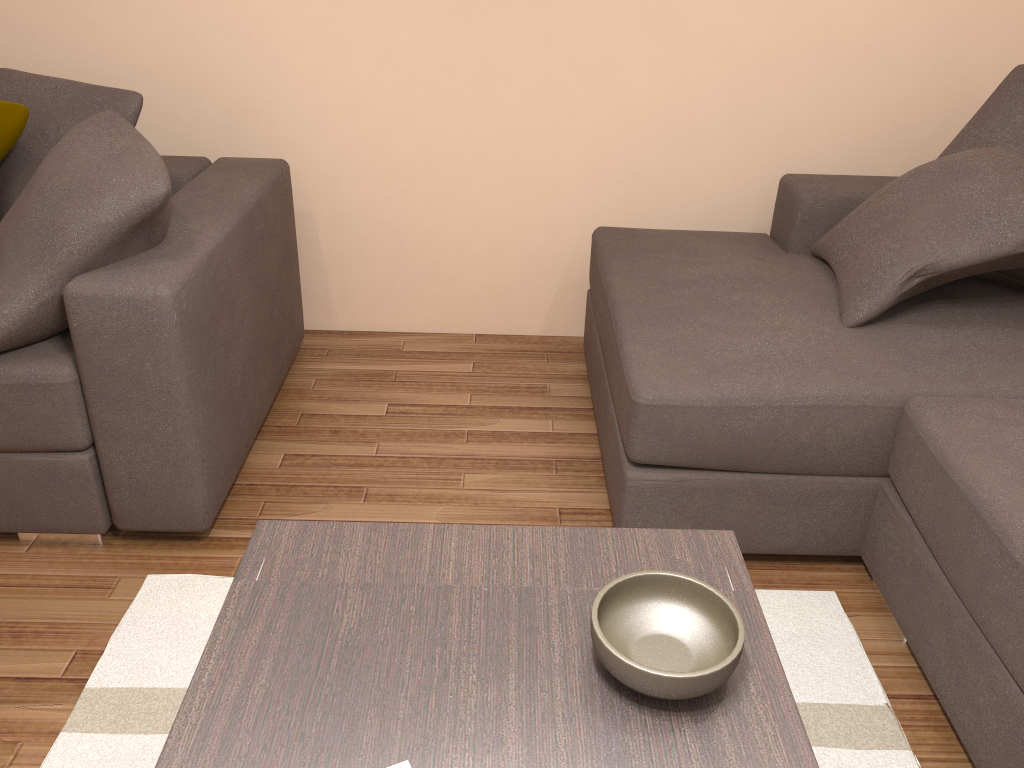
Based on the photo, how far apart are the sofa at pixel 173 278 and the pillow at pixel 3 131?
0.4 meters

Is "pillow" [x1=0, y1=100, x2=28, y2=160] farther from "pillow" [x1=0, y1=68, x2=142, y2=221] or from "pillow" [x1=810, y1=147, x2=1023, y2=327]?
"pillow" [x1=810, y1=147, x2=1023, y2=327]

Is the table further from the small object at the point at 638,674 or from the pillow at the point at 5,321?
the pillow at the point at 5,321

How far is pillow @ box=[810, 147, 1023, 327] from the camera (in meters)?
2.23

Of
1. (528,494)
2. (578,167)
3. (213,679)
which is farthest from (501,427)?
(213,679)

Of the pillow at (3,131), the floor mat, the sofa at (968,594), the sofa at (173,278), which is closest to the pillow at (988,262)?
the sofa at (968,594)

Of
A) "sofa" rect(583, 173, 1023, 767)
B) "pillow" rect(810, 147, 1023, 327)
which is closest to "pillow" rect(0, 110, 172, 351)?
"sofa" rect(583, 173, 1023, 767)

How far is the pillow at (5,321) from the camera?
2.0 meters

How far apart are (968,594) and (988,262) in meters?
0.9 m

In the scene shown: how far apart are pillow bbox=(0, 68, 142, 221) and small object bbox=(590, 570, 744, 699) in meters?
2.0 m
